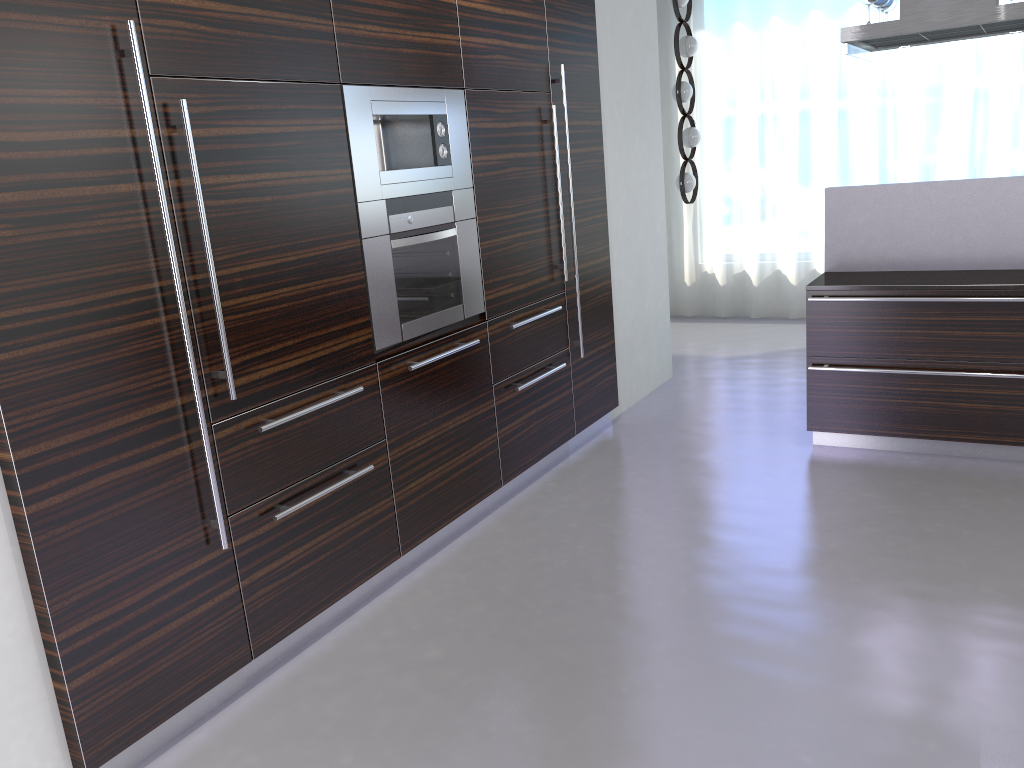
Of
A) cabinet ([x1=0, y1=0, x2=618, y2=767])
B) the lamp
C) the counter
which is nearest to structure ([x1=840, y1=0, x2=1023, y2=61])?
the counter

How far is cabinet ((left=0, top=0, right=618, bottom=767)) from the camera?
2.25m

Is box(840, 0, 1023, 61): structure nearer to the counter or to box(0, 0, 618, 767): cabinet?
the counter

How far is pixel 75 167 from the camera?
2.3 meters

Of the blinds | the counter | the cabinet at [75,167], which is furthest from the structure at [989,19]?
the blinds

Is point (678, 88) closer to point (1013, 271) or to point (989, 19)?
point (989, 19)

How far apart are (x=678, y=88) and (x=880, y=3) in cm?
216

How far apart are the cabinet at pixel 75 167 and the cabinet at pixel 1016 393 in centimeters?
116cm

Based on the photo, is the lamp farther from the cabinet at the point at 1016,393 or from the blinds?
the cabinet at the point at 1016,393

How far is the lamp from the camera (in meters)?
6.73
